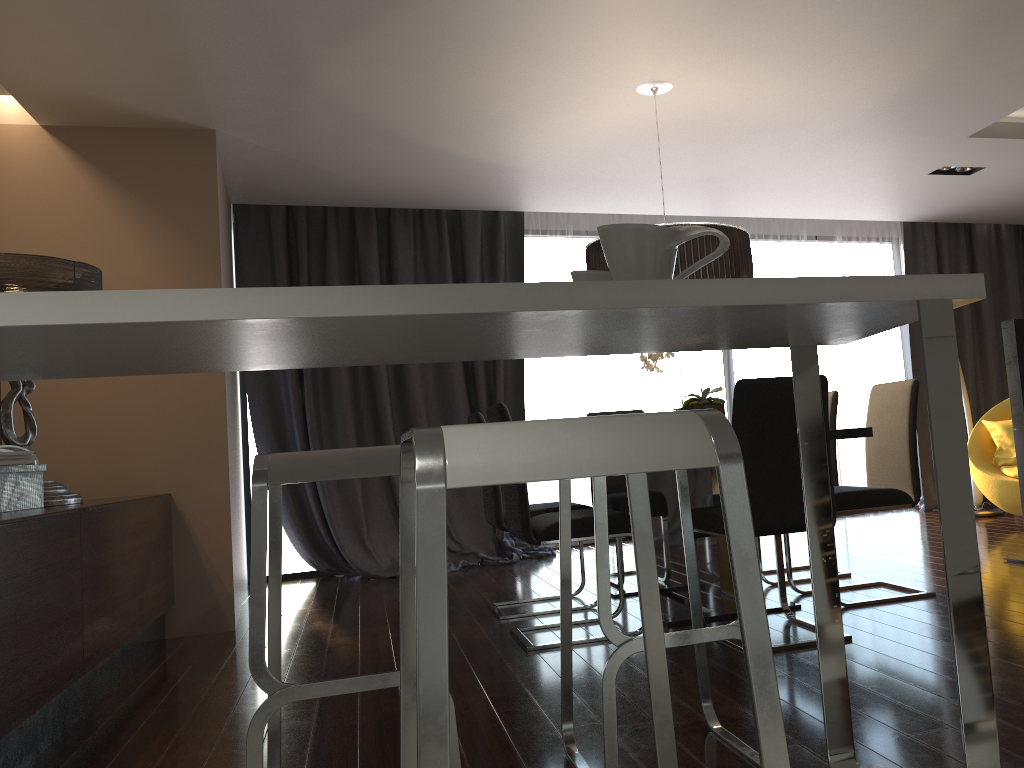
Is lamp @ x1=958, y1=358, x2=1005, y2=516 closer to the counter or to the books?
the counter

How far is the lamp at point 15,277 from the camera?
3.38m

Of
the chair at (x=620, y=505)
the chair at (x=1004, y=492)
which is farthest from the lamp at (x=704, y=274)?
the chair at (x=1004, y=492)

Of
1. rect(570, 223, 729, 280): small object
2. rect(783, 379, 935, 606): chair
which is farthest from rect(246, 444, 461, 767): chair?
rect(783, 379, 935, 606): chair

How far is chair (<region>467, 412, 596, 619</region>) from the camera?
4.13m

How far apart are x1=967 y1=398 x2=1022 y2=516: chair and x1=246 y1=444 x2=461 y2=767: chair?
5.1m

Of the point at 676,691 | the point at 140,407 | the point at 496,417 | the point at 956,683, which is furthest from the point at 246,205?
the point at 956,683

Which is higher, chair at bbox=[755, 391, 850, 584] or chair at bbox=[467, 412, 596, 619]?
chair at bbox=[755, 391, 850, 584]

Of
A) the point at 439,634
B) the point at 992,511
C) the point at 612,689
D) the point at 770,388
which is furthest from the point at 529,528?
the point at 992,511

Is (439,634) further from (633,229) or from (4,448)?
(4,448)
